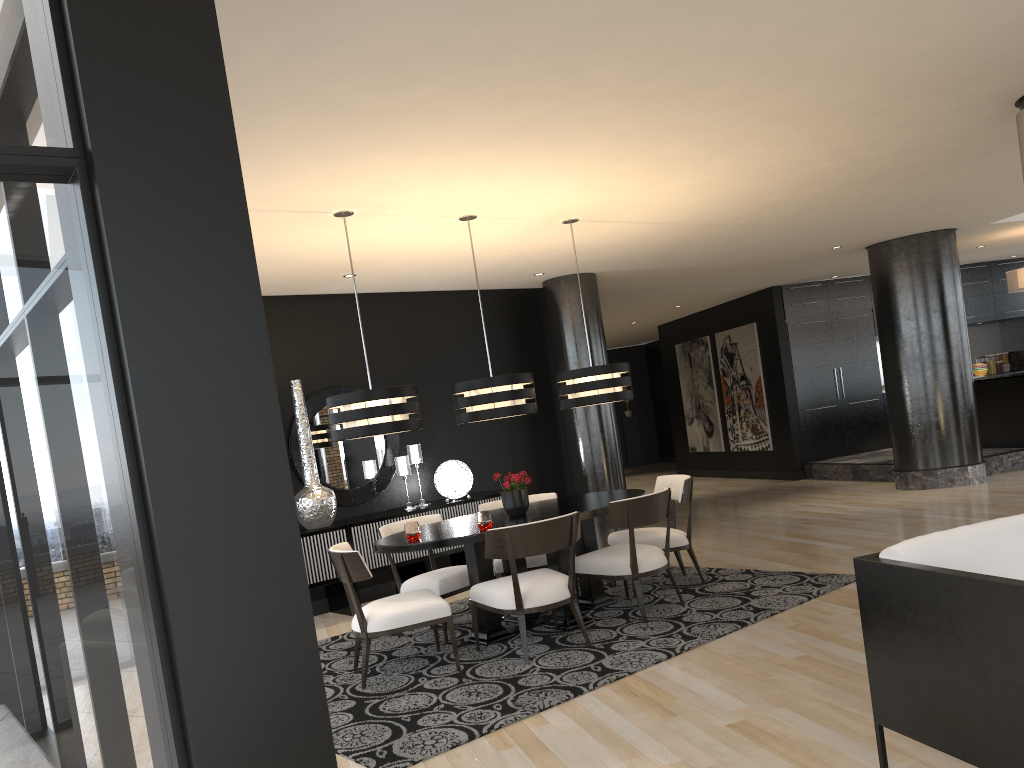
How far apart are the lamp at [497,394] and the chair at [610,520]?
0.8m

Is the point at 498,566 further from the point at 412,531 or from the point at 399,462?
the point at 399,462

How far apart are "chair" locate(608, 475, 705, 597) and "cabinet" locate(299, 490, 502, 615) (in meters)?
1.58

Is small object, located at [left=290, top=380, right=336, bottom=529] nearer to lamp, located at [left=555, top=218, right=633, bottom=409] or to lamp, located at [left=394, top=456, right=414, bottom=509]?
lamp, located at [left=394, top=456, right=414, bottom=509]

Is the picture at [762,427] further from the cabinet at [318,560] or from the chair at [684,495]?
the chair at [684,495]

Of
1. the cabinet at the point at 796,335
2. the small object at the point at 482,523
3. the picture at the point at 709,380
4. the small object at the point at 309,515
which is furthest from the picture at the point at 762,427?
the small object at the point at 482,523

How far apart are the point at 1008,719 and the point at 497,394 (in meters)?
3.57

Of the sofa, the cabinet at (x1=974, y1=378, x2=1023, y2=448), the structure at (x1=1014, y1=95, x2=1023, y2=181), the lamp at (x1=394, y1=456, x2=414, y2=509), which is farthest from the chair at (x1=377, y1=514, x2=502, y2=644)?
the cabinet at (x1=974, y1=378, x2=1023, y2=448)

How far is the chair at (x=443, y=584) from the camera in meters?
5.6 m

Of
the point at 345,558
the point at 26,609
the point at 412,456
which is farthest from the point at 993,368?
the point at 26,609
